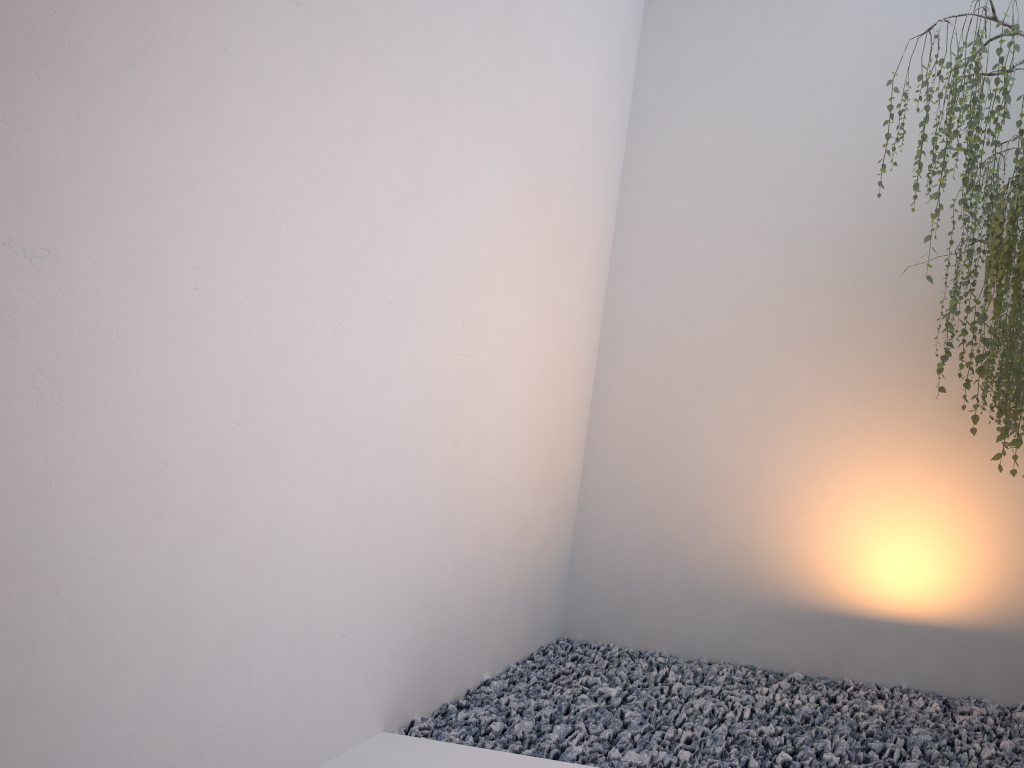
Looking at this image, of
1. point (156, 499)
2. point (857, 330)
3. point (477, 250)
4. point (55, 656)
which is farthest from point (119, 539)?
point (857, 330)

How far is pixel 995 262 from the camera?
2.5m

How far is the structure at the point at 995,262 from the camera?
2.5 meters

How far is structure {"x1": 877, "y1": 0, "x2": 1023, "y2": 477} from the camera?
2.5 meters
